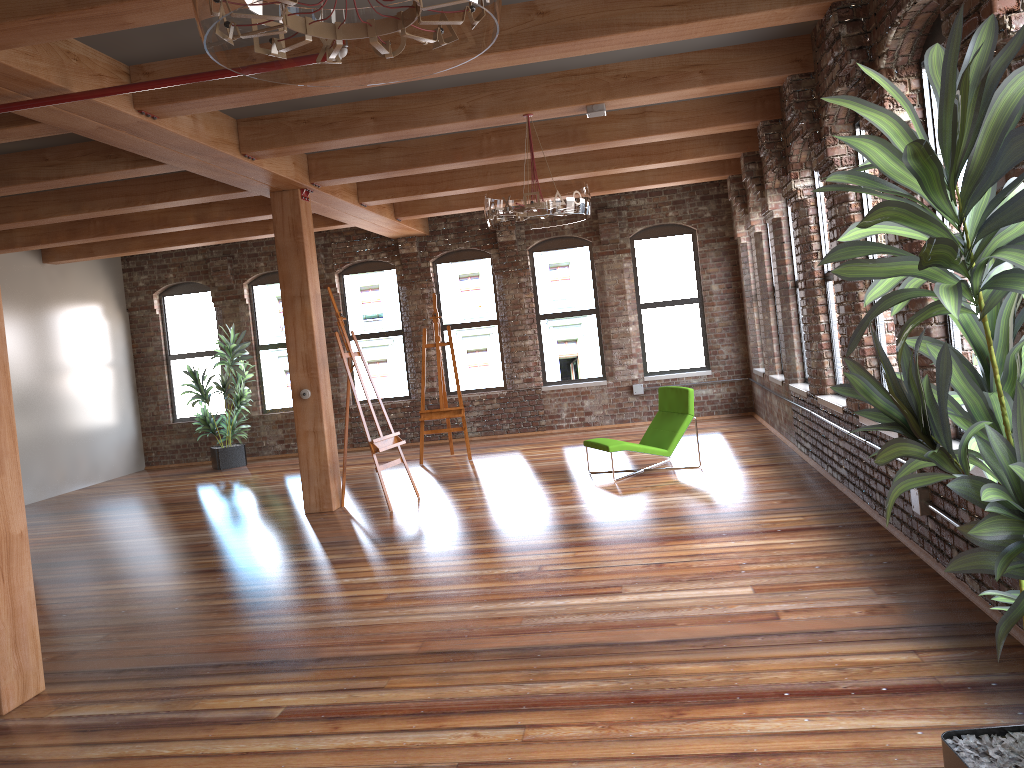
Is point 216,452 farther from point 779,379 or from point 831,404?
point 831,404

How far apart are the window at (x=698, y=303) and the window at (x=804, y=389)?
3.7 meters

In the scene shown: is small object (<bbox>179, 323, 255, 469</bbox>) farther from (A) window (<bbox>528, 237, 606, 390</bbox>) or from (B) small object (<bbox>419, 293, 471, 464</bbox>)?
(A) window (<bbox>528, 237, 606, 390</bbox>)

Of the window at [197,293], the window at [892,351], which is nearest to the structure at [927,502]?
the window at [892,351]

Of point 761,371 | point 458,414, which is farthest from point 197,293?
point 761,371

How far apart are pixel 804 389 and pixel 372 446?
4.1m

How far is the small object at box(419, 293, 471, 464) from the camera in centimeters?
1113cm

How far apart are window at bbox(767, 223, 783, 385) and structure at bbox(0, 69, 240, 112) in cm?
693

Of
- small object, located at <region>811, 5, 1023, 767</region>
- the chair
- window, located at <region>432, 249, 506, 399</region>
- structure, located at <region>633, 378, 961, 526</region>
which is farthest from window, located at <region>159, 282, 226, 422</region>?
small object, located at <region>811, 5, 1023, 767</region>

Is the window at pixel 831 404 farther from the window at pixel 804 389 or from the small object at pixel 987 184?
the small object at pixel 987 184
